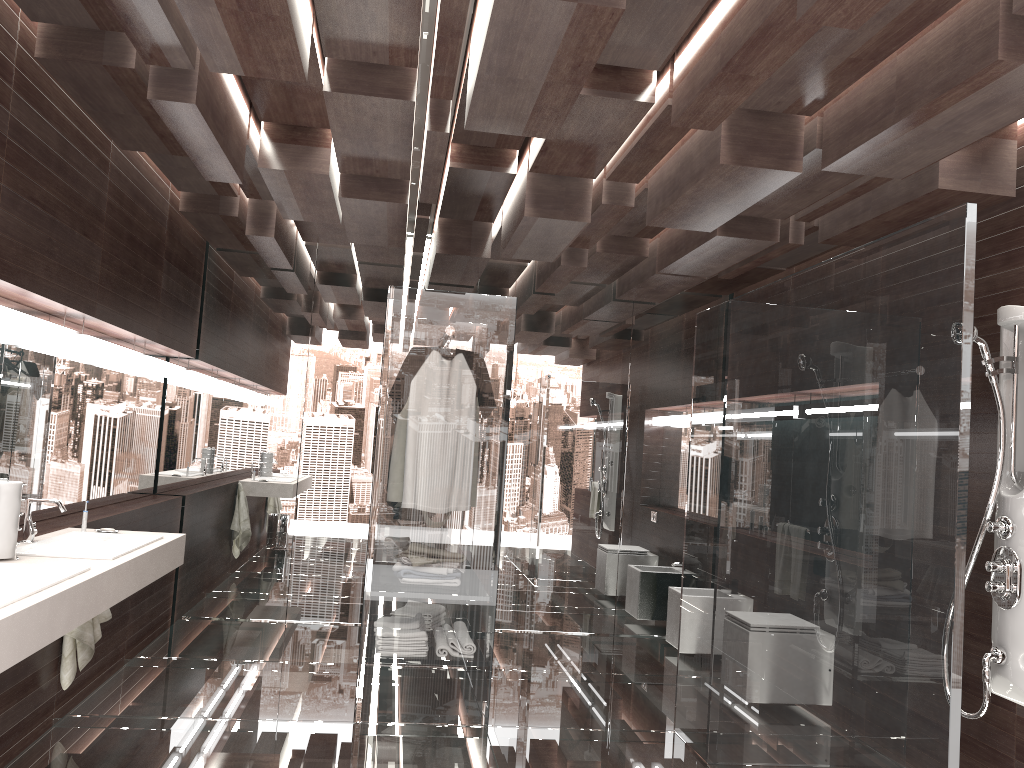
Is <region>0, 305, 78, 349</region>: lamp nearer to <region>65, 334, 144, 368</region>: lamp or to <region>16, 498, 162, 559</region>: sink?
<region>65, 334, 144, 368</region>: lamp

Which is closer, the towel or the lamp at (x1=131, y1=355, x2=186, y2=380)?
the towel

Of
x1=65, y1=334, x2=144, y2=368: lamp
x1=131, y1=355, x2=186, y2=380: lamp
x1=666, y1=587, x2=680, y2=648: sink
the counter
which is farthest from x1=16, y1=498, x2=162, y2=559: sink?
x1=666, y1=587, x2=680, y2=648: sink

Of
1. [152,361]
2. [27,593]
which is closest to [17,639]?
[27,593]

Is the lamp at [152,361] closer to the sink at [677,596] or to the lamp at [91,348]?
the lamp at [91,348]

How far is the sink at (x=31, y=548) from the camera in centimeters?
310cm

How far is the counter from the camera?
2.1 meters

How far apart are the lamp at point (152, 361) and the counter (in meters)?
1.52

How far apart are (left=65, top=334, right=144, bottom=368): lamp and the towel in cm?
116

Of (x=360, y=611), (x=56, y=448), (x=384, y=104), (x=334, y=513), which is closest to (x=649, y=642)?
(x=360, y=611)
